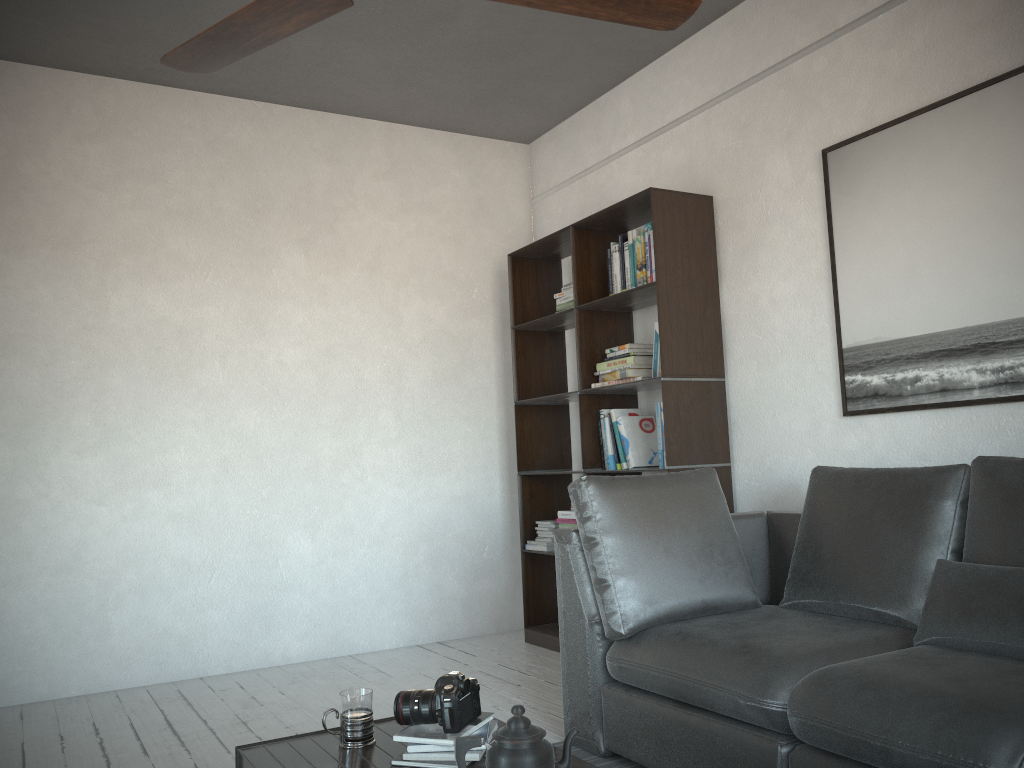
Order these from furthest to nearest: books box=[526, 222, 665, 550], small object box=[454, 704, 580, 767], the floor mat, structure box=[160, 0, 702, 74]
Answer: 1. books box=[526, 222, 665, 550]
2. the floor mat
3. structure box=[160, 0, 702, 74]
4. small object box=[454, 704, 580, 767]

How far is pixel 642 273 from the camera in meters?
4.0 m

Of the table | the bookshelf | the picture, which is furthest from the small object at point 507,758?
the bookshelf

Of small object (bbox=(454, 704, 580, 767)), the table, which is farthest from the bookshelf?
small object (bbox=(454, 704, 580, 767))

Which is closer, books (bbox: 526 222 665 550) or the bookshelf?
the bookshelf

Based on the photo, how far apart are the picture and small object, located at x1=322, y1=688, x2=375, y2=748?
2.12m

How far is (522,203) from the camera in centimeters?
540cm

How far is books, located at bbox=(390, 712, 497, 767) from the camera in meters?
1.8

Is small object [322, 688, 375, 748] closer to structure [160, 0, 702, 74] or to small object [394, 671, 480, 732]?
small object [394, 671, 480, 732]

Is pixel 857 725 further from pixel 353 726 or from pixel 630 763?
pixel 353 726
